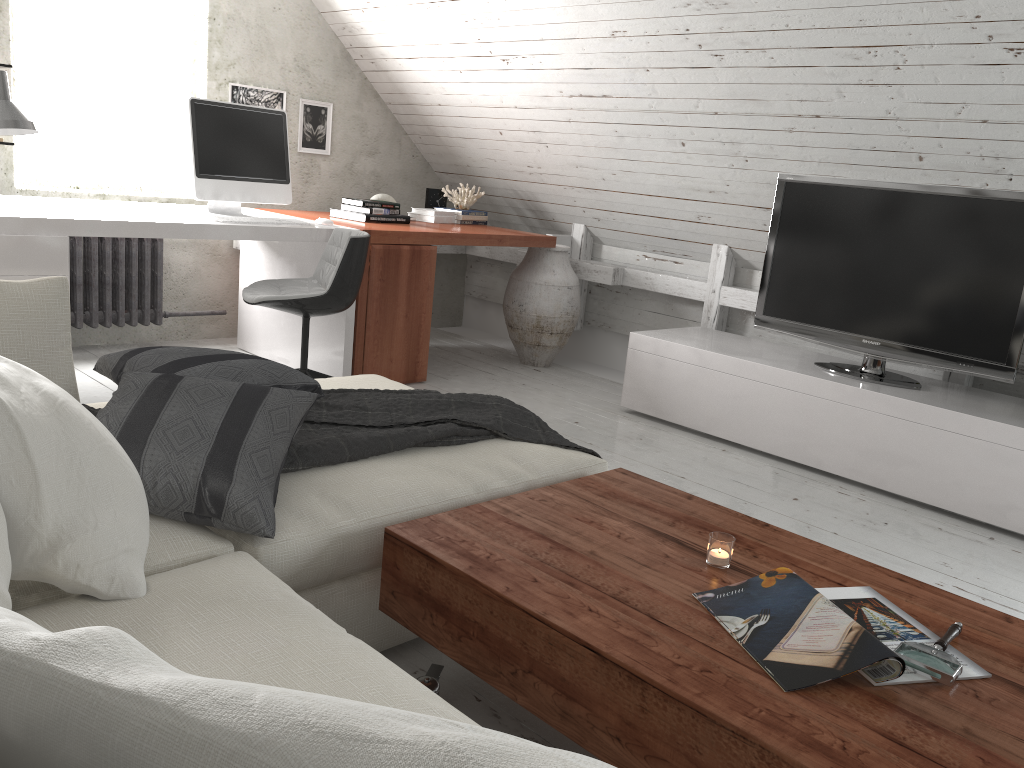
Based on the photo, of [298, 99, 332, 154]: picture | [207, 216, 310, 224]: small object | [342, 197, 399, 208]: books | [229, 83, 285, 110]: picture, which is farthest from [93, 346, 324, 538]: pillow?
[298, 99, 332, 154]: picture

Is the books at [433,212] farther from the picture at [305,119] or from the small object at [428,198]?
the picture at [305,119]

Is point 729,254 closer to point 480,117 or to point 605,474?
point 480,117

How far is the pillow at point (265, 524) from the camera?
1.6 meters

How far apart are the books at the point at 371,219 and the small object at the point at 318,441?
1.9m

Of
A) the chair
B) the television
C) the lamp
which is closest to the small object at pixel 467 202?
the chair

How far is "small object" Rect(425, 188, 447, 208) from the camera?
5.2 meters

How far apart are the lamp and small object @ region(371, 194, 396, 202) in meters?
2.0 m

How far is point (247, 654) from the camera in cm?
120

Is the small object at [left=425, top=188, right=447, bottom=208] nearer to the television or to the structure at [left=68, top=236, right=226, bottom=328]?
the structure at [left=68, top=236, right=226, bottom=328]
